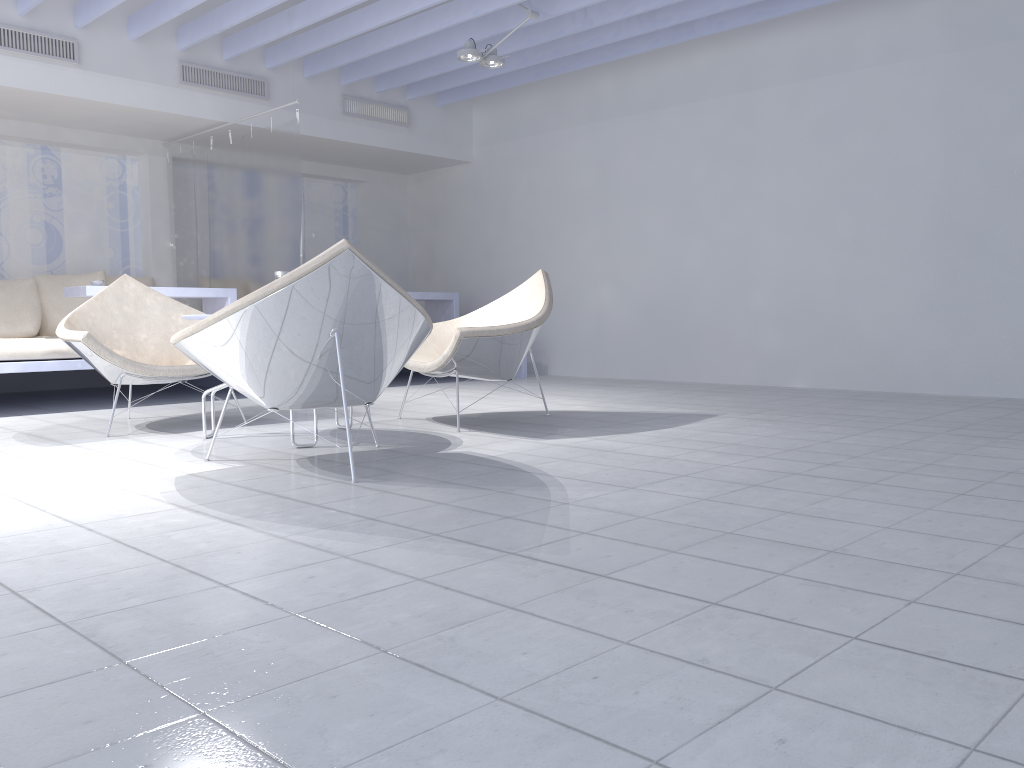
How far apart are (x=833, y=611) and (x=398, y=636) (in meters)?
0.74

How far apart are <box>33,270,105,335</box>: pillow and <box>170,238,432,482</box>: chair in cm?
433

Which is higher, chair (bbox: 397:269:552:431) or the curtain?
the curtain

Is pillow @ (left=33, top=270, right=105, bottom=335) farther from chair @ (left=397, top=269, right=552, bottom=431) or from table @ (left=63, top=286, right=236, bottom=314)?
chair @ (left=397, top=269, right=552, bottom=431)

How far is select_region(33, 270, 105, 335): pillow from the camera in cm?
663

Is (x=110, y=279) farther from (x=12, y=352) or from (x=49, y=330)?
(x=12, y=352)

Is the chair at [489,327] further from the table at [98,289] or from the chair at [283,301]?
the table at [98,289]

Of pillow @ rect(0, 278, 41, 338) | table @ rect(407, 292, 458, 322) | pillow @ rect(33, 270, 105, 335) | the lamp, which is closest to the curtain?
pillow @ rect(33, 270, 105, 335)

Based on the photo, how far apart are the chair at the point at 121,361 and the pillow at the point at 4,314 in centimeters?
232cm

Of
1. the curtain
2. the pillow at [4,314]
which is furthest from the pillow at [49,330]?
the curtain
